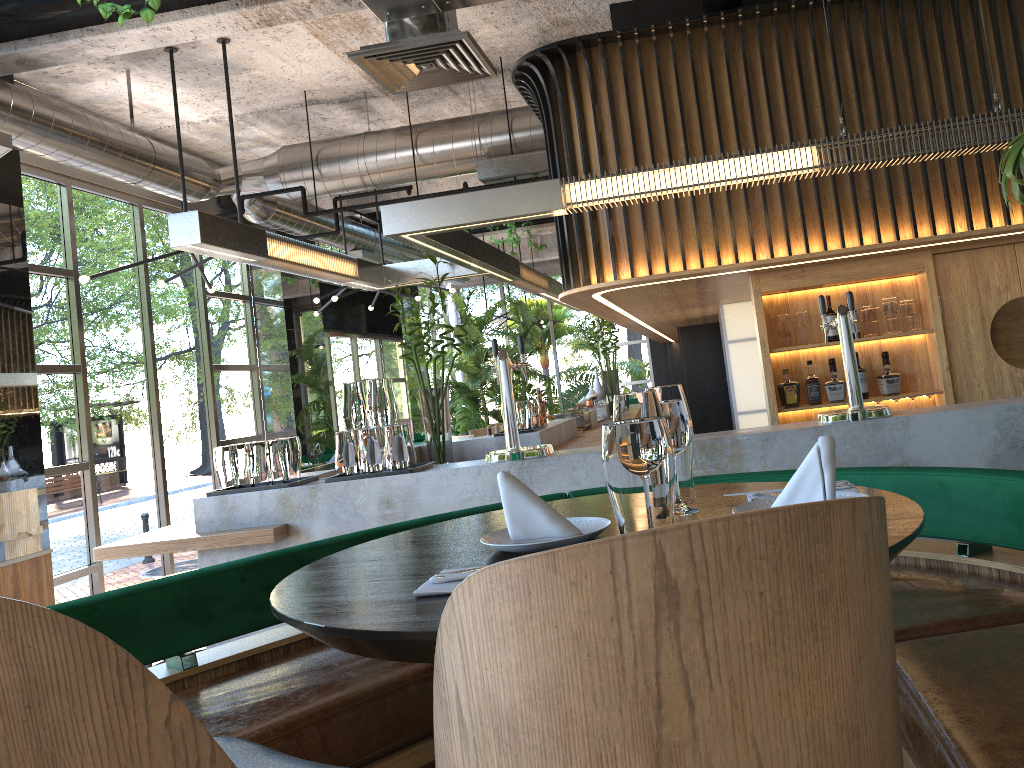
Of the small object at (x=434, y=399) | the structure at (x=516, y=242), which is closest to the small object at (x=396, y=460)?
the small object at (x=434, y=399)

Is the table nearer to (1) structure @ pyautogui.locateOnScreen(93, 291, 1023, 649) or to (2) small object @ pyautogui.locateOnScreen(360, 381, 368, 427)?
(1) structure @ pyautogui.locateOnScreen(93, 291, 1023, 649)

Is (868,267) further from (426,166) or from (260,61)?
(260,61)

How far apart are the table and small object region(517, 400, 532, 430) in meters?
3.9 m

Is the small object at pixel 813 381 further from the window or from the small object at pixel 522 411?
the window

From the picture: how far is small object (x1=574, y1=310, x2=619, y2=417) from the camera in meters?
9.7

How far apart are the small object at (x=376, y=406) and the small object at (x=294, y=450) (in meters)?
0.43

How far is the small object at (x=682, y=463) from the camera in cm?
183

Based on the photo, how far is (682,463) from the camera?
1.83m

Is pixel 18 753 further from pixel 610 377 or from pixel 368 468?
pixel 610 377
